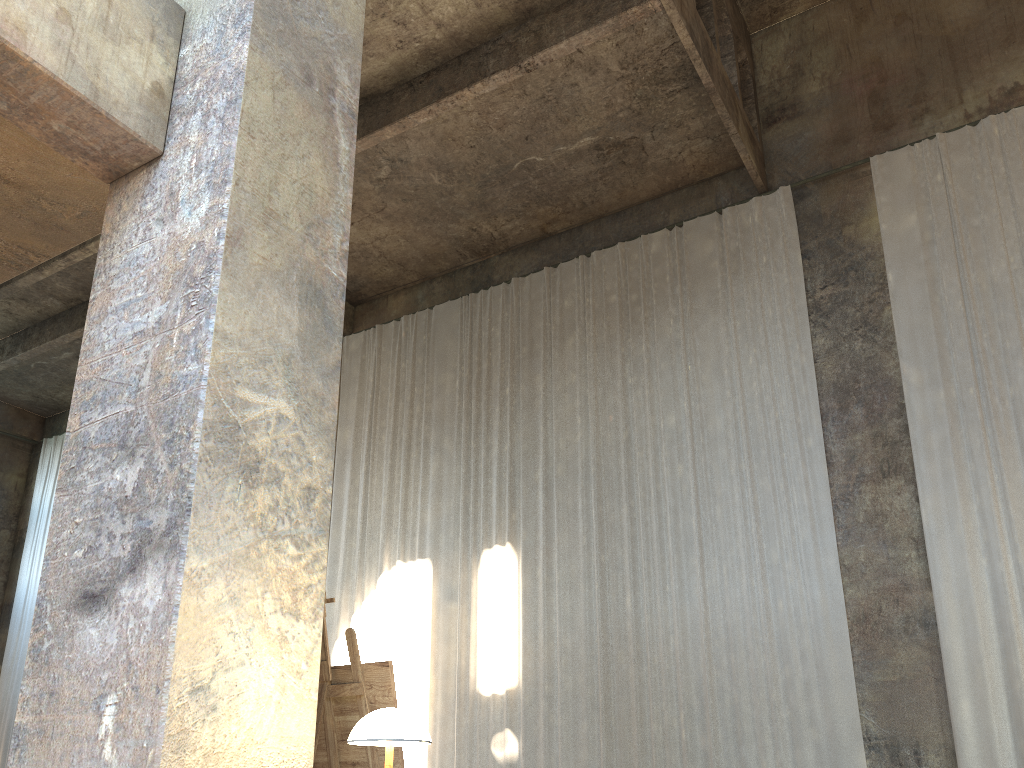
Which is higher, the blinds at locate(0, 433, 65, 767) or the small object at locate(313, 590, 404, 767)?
the blinds at locate(0, 433, 65, 767)

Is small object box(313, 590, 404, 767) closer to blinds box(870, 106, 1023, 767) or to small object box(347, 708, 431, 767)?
small object box(347, 708, 431, 767)

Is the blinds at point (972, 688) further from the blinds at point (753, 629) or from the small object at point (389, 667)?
the small object at point (389, 667)

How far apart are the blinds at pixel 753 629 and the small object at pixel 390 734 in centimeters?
781cm

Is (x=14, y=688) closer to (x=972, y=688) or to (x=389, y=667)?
(x=972, y=688)

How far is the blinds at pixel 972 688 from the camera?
8.6 meters

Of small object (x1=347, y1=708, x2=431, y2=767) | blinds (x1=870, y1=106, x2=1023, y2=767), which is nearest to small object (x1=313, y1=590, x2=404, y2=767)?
small object (x1=347, y1=708, x2=431, y2=767)

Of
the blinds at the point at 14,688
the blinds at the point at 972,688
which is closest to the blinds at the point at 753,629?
the blinds at the point at 972,688

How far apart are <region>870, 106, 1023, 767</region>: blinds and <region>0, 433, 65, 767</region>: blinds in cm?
1633

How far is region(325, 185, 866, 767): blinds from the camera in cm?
985
